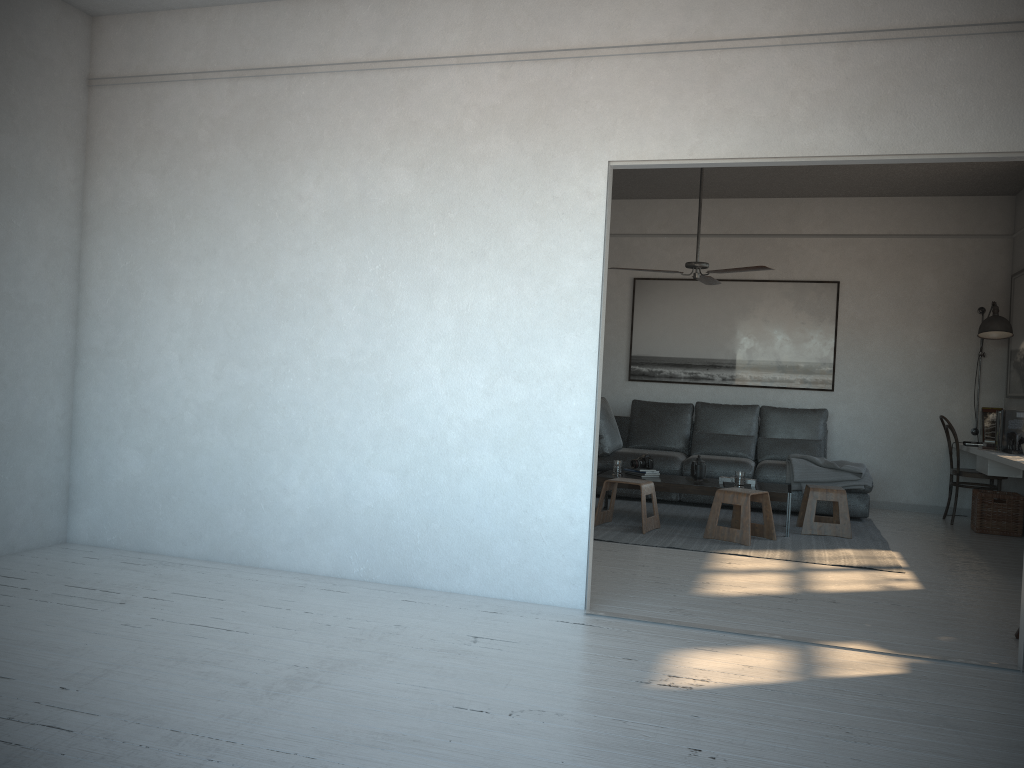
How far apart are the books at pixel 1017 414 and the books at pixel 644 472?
2.62m

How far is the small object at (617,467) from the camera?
6.9m

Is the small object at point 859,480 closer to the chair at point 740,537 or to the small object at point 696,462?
the small object at point 696,462

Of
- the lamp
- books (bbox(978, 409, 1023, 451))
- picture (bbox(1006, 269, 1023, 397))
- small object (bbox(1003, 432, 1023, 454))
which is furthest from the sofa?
picture (bbox(1006, 269, 1023, 397))

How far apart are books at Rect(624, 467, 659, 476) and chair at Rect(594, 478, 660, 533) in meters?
0.5 m

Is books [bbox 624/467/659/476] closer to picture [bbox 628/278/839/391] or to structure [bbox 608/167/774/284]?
structure [bbox 608/167/774/284]

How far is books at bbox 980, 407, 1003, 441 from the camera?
7.7 meters

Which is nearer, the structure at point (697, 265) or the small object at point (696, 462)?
the structure at point (697, 265)

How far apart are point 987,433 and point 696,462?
2.9m

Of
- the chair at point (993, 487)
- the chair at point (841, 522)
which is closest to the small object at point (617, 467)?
the chair at point (841, 522)
